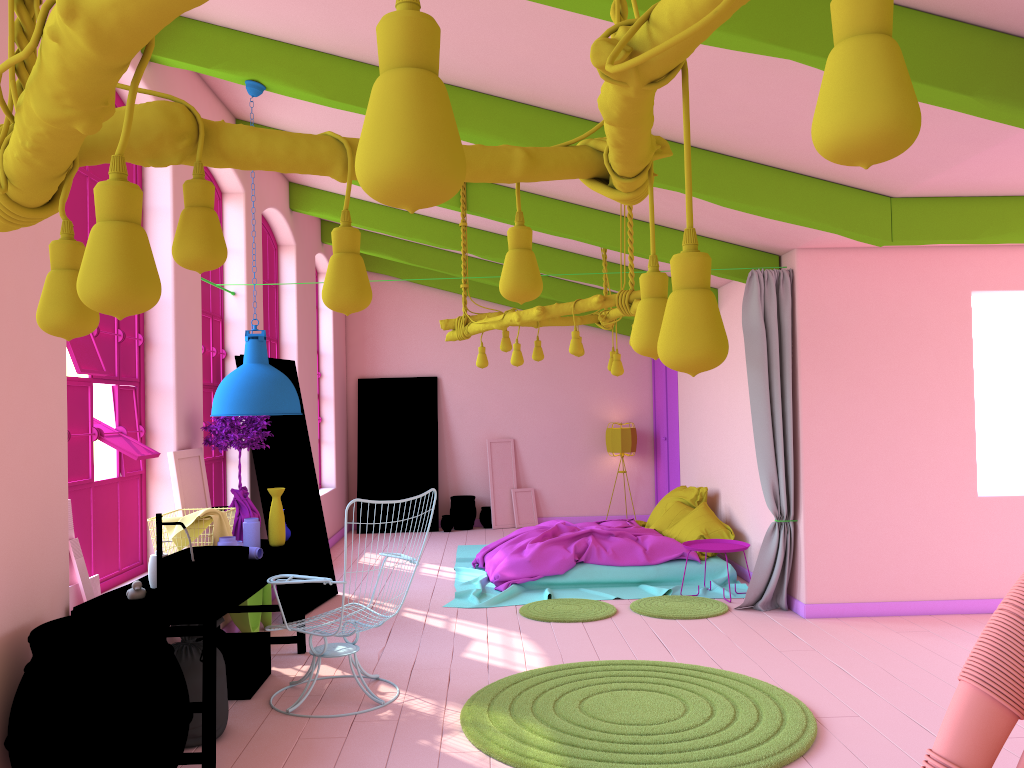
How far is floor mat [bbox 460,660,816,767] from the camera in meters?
4.2

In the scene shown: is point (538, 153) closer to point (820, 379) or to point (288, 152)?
point (288, 152)

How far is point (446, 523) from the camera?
12.4m

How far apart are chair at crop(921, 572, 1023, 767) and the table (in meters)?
3.87

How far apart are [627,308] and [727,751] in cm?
310

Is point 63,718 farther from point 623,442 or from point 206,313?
point 623,442

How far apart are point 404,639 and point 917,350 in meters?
4.6

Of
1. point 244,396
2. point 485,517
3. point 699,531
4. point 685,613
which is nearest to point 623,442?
point 485,517

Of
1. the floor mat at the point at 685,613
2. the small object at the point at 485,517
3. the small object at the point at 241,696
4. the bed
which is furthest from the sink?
the small object at the point at 485,517

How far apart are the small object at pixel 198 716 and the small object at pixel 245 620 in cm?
185
